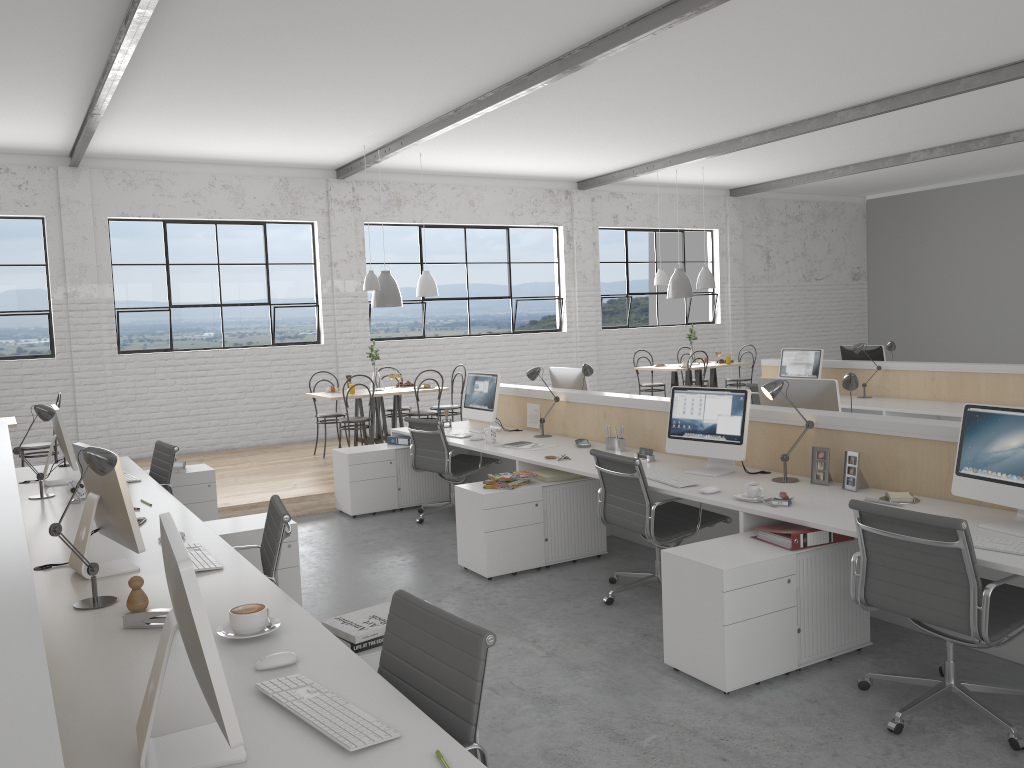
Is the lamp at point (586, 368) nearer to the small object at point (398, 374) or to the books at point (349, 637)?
the small object at point (398, 374)

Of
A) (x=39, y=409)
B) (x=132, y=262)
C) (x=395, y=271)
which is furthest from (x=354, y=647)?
(x=395, y=271)

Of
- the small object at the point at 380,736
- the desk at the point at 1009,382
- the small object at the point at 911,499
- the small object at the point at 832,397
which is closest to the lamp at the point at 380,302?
the desk at the point at 1009,382

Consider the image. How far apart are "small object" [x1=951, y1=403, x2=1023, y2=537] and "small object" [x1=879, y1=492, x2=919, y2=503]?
0.3 meters

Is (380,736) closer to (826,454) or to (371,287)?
(826,454)

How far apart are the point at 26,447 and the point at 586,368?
3.8 meters

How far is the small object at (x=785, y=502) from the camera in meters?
3.1

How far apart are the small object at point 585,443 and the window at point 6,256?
4.87m

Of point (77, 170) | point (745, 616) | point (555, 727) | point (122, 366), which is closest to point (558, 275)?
point (122, 366)

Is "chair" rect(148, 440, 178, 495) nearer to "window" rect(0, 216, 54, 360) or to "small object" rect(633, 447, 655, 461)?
"small object" rect(633, 447, 655, 461)
